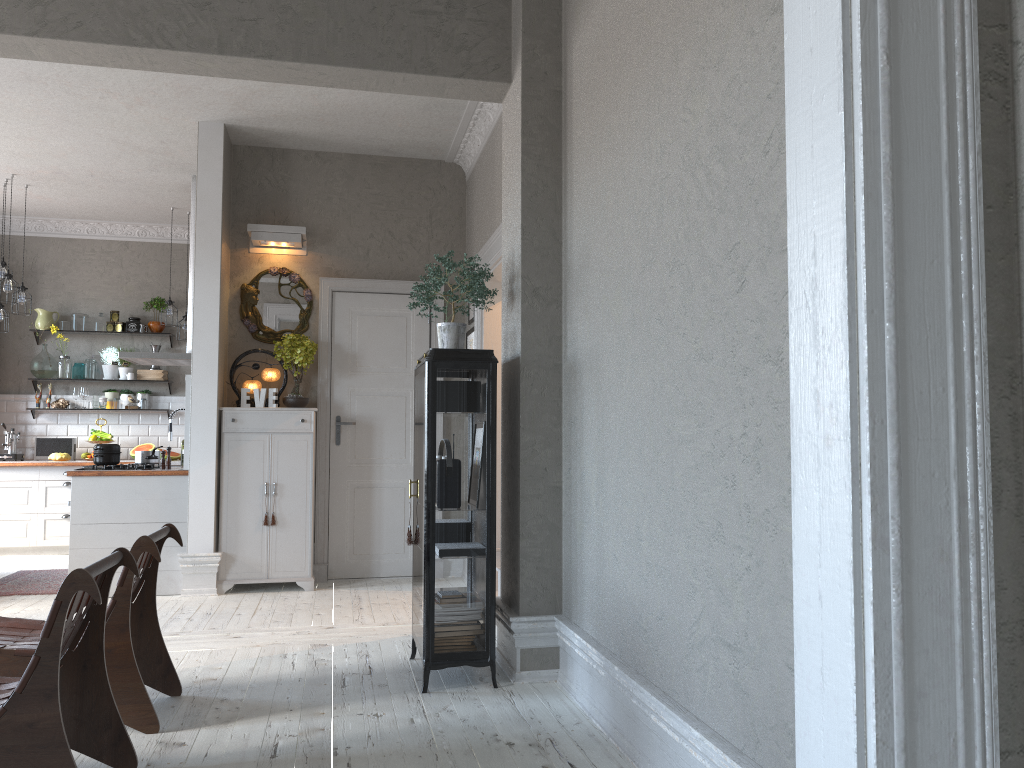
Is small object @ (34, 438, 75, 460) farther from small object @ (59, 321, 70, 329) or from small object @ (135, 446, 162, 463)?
small object @ (135, 446, 162, 463)

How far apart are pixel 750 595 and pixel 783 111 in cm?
115

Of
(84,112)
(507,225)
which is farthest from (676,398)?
(84,112)

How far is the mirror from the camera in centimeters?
674cm

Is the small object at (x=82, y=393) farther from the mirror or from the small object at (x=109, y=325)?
the mirror

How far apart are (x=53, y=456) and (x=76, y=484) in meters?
3.0

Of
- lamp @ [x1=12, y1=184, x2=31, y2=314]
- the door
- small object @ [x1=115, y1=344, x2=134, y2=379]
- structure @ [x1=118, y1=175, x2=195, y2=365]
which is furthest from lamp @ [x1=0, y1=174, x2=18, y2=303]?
the door

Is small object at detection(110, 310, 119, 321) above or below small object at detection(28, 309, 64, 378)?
above

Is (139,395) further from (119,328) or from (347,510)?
(347,510)

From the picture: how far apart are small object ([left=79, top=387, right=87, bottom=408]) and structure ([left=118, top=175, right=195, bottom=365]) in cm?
198
